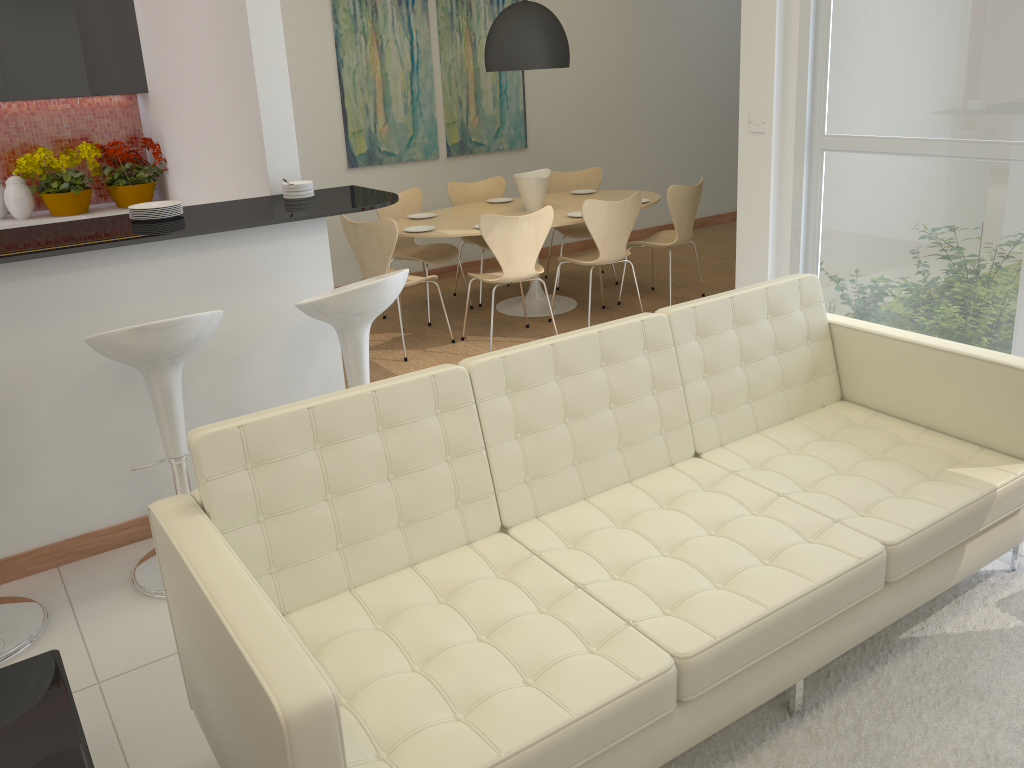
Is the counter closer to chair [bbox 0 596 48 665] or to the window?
chair [bbox 0 596 48 665]

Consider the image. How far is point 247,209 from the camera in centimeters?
374cm

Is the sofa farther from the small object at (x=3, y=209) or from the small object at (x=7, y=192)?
the small object at (x=3, y=209)

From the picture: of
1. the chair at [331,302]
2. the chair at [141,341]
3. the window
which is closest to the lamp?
the window

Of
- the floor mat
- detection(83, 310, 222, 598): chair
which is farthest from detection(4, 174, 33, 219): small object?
the floor mat

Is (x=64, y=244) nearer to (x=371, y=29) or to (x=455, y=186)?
(x=455, y=186)

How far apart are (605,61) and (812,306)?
5.4m

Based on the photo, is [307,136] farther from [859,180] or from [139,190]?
[859,180]

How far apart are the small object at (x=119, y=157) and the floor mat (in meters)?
4.83

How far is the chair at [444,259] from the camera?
6.3m
